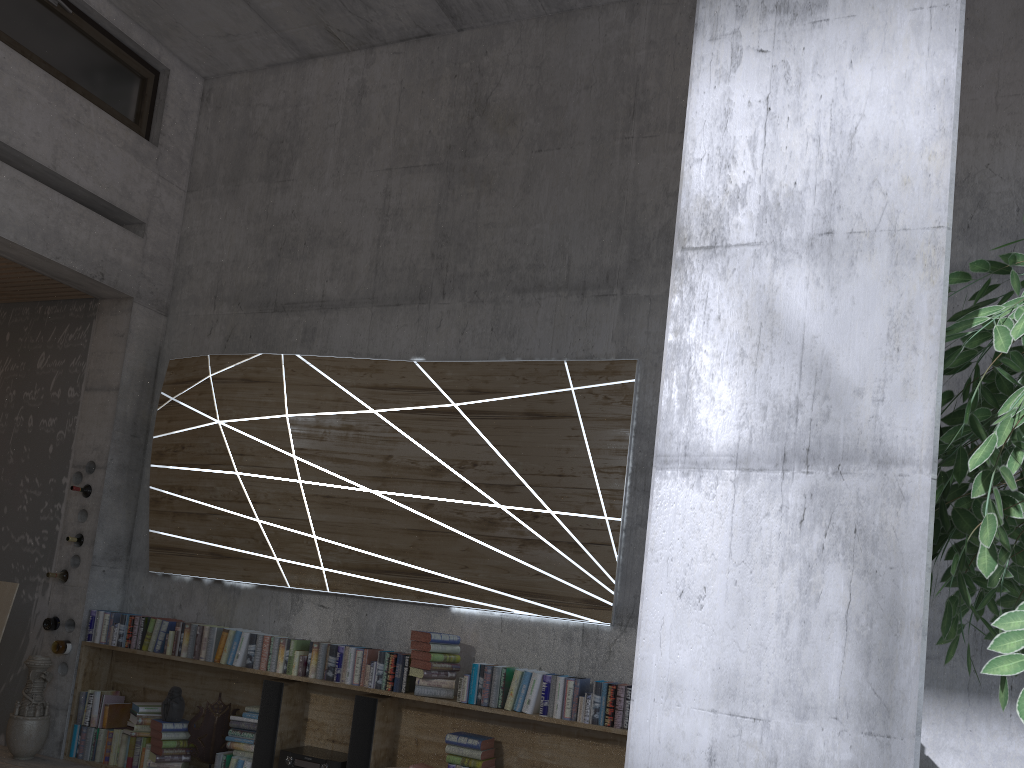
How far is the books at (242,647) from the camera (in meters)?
5.34

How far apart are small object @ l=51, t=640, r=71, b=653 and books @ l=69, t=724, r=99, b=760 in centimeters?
50cm

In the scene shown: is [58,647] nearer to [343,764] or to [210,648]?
[210,648]

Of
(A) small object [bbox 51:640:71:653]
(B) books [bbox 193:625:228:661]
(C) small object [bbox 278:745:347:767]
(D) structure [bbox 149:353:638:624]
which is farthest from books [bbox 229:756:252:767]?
(A) small object [bbox 51:640:71:653]

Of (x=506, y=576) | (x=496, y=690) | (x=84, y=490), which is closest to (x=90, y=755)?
(x=84, y=490)

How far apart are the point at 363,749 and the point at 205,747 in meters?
1.2 m

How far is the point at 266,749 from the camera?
5.1 meters

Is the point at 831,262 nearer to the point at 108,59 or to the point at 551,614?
the point at 551,614

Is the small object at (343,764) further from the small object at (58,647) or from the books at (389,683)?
the small object at (58,647)

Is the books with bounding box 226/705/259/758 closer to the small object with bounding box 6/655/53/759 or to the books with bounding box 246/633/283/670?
the books with bounding box 246/633/283/670
